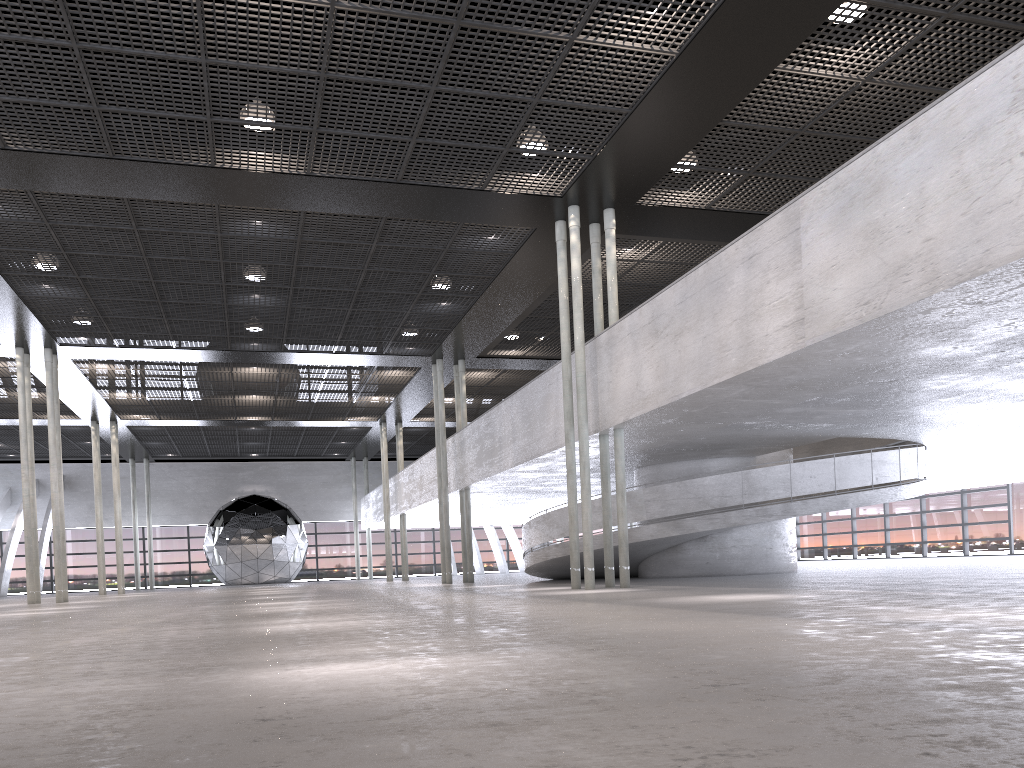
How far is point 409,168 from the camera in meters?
14.6

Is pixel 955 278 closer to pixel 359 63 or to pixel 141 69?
pixel 359 63
